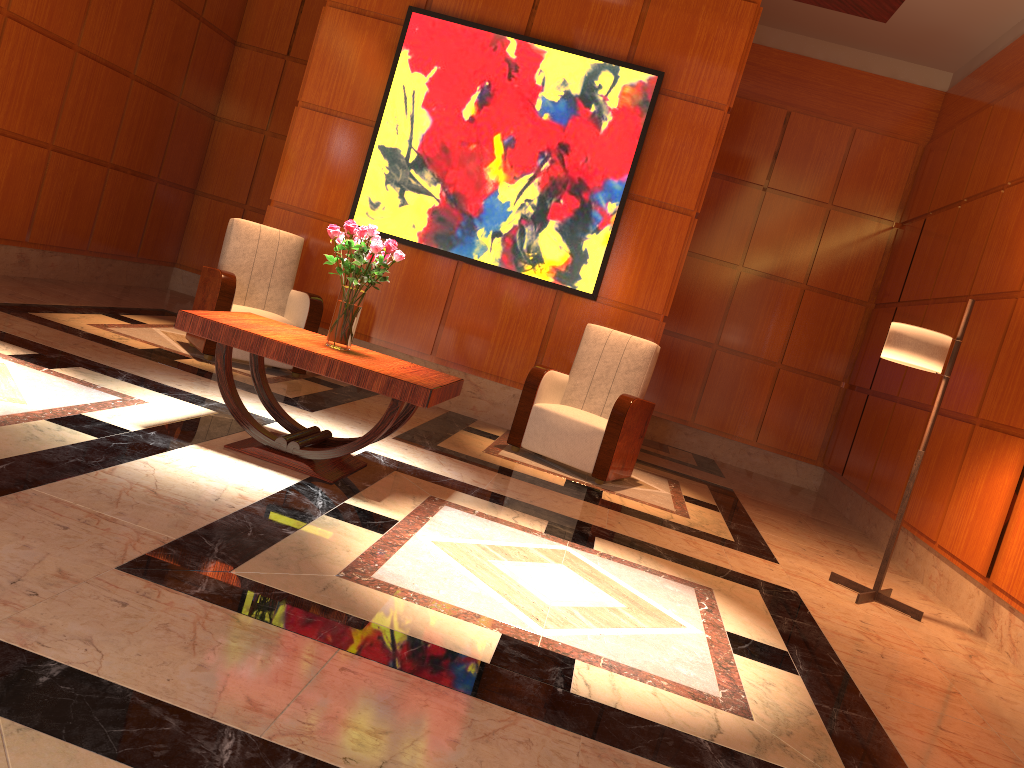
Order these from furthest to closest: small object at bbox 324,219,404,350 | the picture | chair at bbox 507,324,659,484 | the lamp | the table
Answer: the picture < chair at bbox 507,324,659,484 < the lamp < small object at bbox 324,219,404,350 < the table

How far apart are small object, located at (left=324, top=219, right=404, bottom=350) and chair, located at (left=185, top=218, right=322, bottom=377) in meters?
1.9 m

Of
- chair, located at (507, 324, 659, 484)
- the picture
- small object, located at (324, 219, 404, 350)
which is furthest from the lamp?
small object, located at (324, 219, 404, 350)

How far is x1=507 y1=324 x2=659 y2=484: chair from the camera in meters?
5.6 m

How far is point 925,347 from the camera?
4.5m

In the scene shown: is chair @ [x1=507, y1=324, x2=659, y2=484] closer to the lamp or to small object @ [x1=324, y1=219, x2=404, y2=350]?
the lamp

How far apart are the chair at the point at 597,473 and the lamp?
1.5 meters

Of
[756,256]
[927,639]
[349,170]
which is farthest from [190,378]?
[756,256]

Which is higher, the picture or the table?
the picture

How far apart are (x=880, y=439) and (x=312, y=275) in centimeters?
468cm
